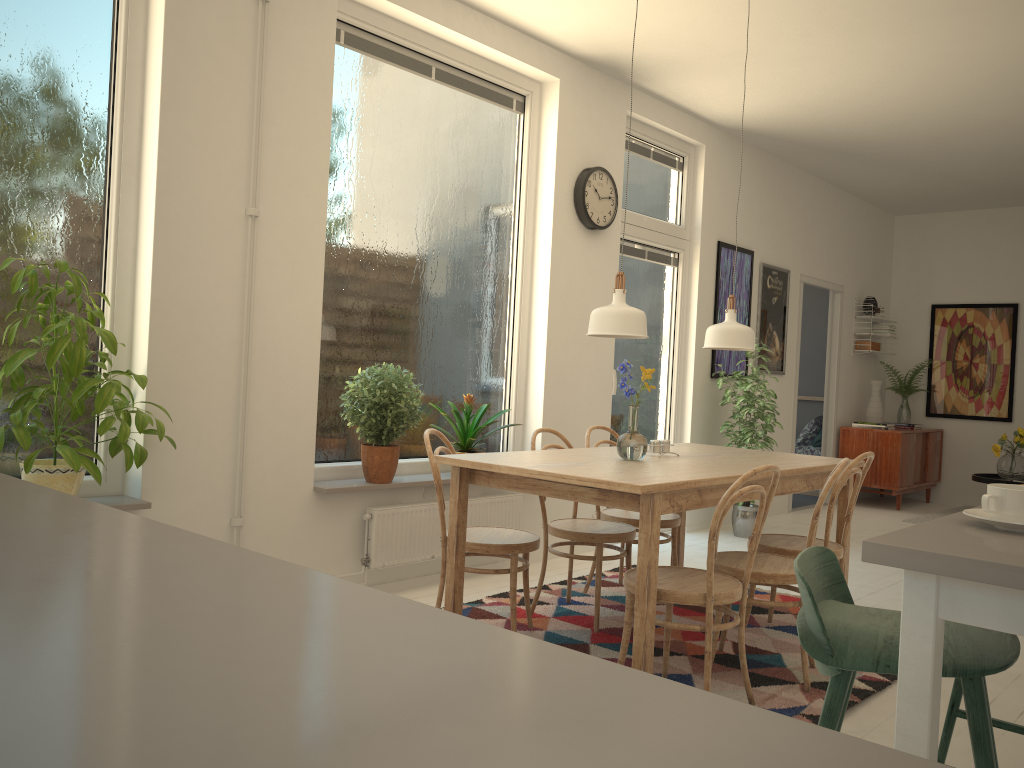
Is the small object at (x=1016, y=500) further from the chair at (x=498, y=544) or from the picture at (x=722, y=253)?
the picture at (x=722, y=253)

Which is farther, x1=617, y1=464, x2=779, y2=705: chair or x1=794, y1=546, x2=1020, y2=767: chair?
x1=617, y1=464, x2=779, y2=705: chair

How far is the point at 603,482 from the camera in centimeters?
271cm

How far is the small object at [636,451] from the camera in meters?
3.4 m

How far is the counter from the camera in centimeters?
32cm

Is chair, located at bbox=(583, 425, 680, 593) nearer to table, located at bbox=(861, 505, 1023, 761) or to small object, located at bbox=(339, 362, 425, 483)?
small object, located at bbox=(339, 362, 425, 483)

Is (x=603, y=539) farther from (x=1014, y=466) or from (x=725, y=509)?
(x=1014, y=466)

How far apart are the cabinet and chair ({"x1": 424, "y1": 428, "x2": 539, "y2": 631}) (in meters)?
5.43

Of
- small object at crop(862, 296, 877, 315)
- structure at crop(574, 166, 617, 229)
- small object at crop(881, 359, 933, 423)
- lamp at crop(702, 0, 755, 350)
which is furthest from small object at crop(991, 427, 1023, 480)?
lamp at crop(702, 0, 755, 350)

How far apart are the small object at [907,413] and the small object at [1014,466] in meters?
1.2 m
